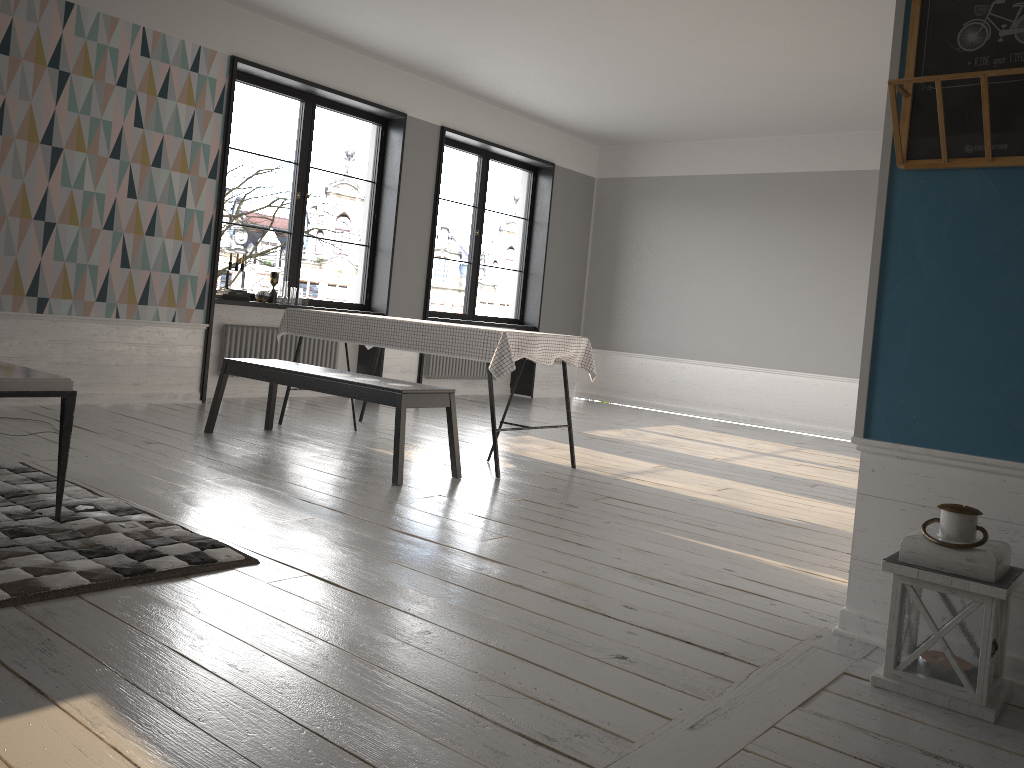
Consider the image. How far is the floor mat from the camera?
2.46m

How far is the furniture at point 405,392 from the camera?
4.4m

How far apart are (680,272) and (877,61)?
3.6m

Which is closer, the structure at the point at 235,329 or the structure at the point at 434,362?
the structure at the point at 235,329

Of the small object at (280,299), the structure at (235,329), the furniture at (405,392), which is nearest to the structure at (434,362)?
the structure at (235,329)

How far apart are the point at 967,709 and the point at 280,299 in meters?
6.1

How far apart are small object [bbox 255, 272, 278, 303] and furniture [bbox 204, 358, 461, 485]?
1.7m

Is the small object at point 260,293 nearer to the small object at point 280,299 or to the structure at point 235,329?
the small object at point 280,299

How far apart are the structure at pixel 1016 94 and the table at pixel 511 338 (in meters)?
2.41

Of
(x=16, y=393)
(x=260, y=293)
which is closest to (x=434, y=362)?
(x=260, y=293)
